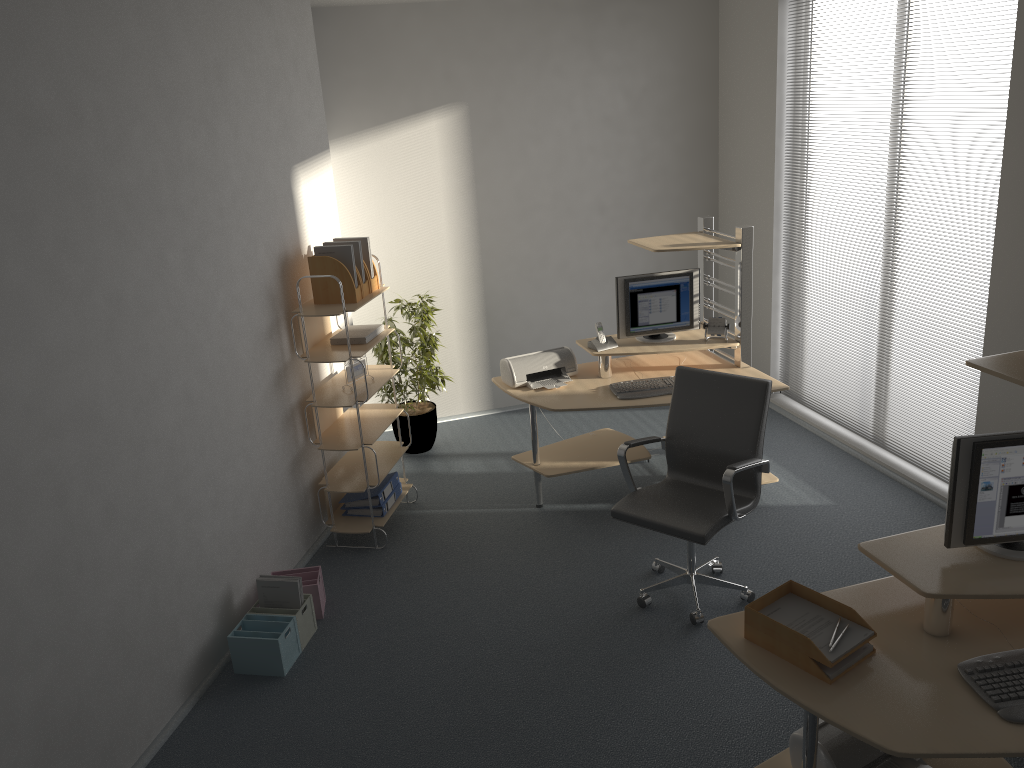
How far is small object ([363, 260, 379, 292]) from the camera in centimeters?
498cm

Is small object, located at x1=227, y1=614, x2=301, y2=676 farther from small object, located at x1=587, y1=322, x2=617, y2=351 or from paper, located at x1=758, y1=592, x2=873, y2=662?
small object, located at x1=587, y1=322, x2=617, y2=351

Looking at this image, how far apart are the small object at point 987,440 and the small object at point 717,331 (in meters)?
2.52

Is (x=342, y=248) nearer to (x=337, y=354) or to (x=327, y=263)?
(x=327, y=263)

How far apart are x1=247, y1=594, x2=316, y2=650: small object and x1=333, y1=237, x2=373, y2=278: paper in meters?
1.8 m

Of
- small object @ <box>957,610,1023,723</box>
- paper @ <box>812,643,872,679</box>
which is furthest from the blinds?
paper @ <box>812,643,872,679</box>

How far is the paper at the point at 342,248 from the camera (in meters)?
4.71

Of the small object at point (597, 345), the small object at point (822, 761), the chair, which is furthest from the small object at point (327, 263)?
the small object at point (822, 761)

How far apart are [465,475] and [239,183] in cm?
246

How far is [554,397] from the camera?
5.0 meters
